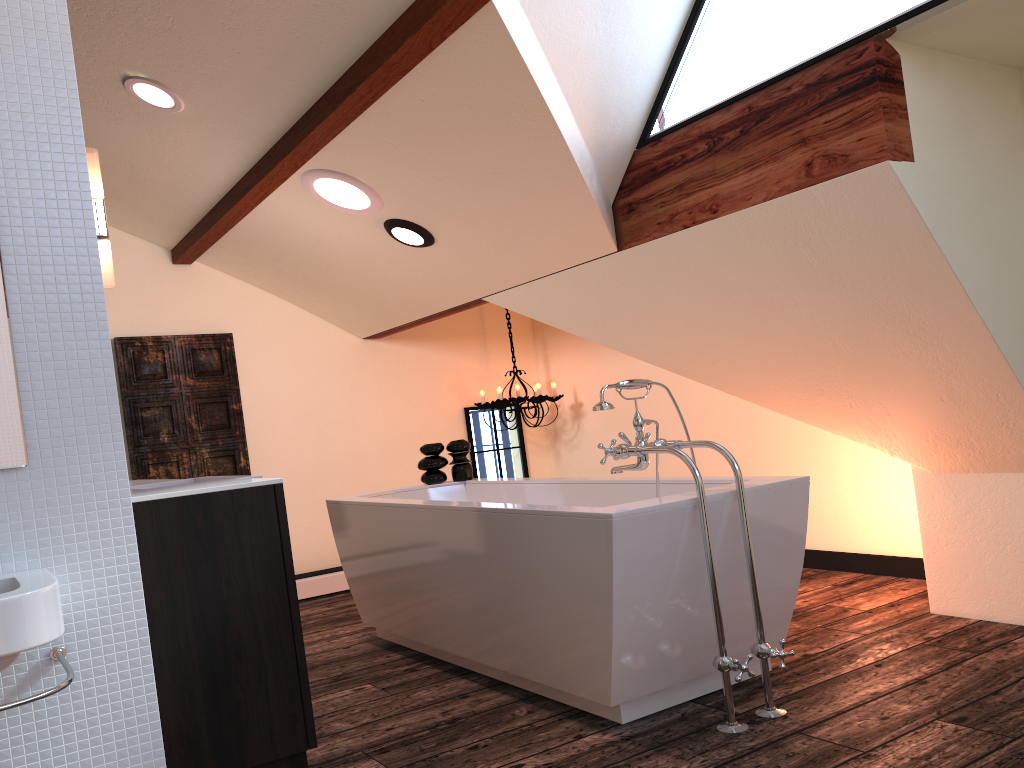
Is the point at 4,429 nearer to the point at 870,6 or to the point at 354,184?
the point at 354,184

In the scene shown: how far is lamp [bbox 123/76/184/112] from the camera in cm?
335

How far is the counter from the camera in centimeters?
198cm

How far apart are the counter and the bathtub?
0.8m

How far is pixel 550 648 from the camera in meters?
2.7 m

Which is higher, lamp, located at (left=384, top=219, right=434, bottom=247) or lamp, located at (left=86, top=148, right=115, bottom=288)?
lamp, located at (left=384, top=219, right=434, bottom=247)

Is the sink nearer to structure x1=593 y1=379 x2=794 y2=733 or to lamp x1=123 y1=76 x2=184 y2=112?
structure x1=593 y1=379 x2=794 y2=733

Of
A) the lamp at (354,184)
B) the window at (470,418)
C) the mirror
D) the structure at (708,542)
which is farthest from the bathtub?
the window at (470,418)

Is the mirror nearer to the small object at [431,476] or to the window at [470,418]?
the small object at [431,476]

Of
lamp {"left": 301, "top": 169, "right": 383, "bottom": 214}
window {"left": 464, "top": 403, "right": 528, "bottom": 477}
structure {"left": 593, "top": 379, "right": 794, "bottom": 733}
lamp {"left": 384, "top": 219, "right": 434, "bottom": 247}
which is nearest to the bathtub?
structure {"left": 593, "top": 379, "right": 794, "bottom": 733}
